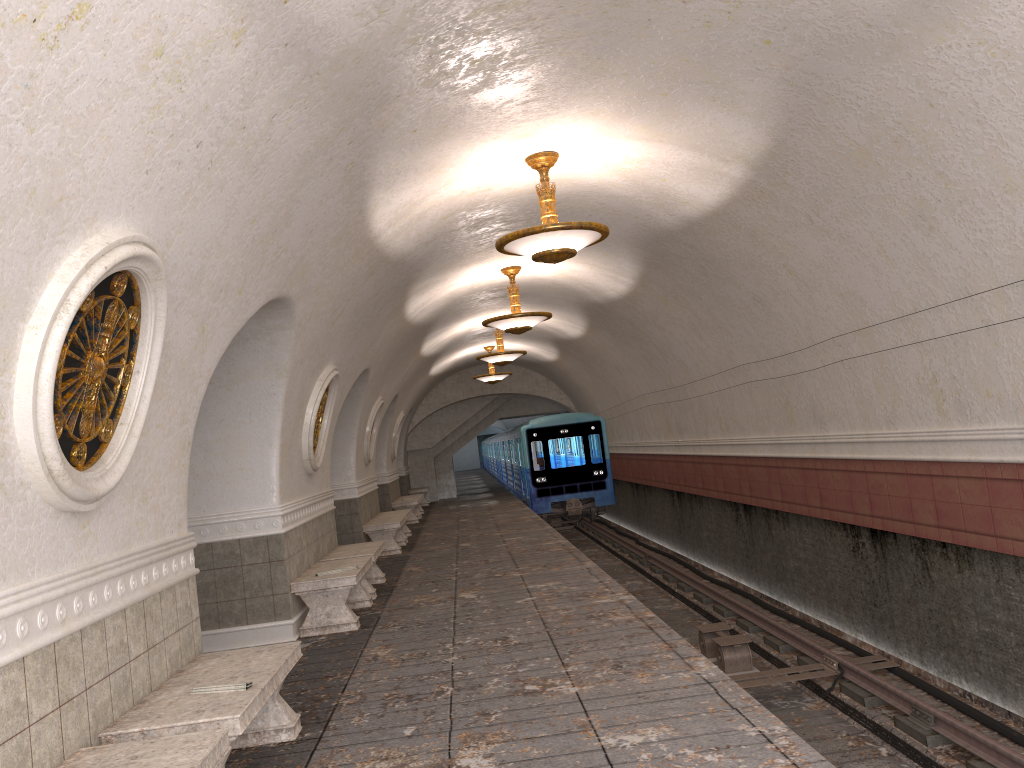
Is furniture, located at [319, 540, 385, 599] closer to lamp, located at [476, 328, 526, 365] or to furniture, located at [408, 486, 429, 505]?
lamp, located at [476, 328, 526, 365]

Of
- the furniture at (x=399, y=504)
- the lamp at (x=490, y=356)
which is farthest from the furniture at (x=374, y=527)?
the furniture at (x=399, y=504)

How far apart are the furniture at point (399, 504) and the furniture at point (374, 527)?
4.7m

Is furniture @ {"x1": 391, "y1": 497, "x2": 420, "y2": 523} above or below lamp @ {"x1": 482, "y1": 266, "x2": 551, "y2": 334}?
below

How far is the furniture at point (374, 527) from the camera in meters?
14.1 m

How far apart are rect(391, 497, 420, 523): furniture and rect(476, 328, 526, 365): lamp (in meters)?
4.61

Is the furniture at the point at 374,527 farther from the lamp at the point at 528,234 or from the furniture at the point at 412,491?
the furniture at the point at 412,491

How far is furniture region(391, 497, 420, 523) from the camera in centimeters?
2008cm

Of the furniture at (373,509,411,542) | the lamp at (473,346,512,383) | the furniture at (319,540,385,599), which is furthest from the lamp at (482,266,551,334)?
the lamp at (473,346,512,383)

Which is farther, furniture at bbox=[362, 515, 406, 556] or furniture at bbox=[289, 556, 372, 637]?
furniture at bbox=[362, 515, 406, 556]
